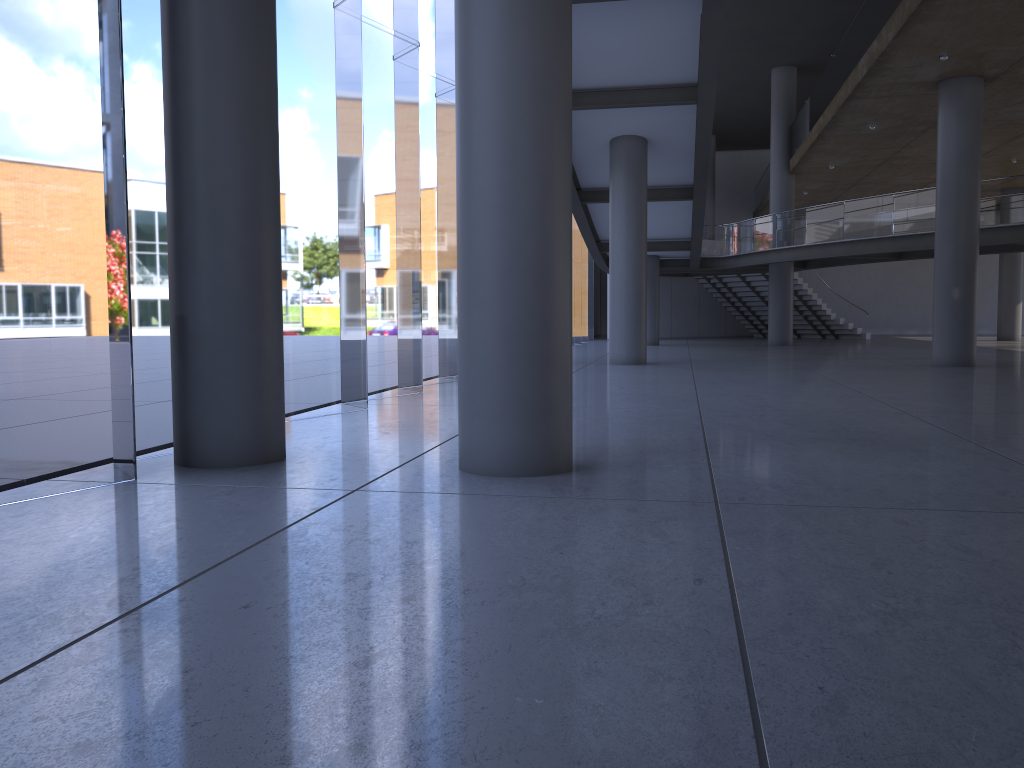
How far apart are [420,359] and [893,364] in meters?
30.4 m
